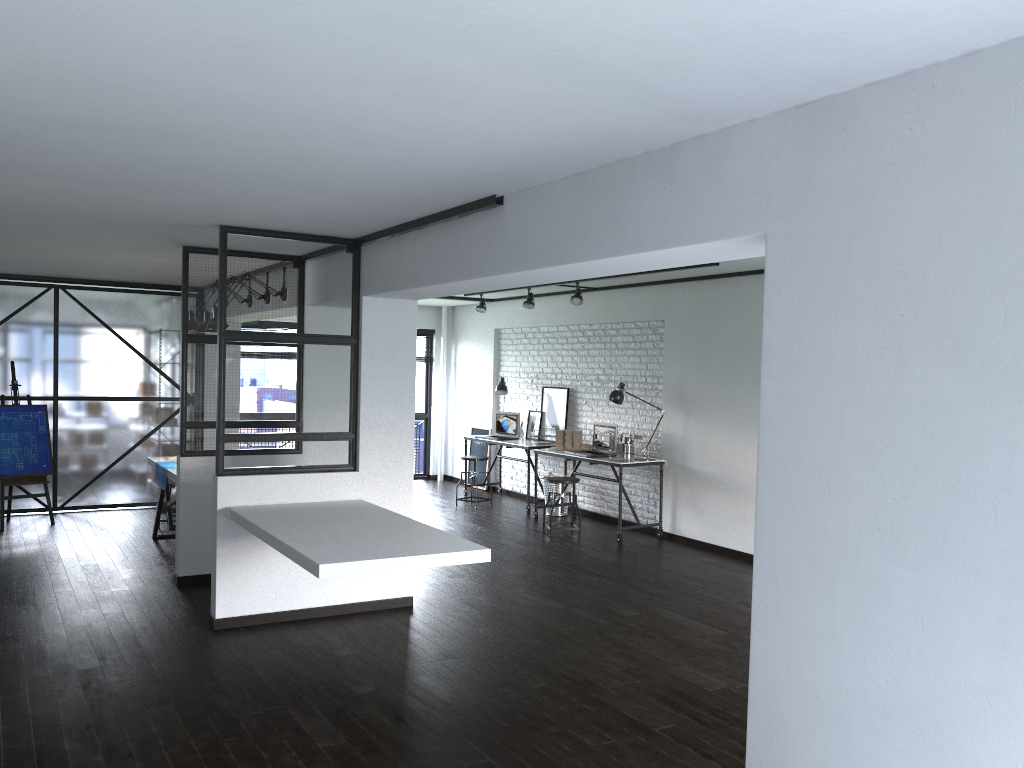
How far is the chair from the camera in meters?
8.2

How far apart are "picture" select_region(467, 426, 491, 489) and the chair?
2.9m

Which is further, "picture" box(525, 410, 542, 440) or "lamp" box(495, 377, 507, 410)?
"lamp" box(495, 377, 507, 410)

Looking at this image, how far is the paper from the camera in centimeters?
682cm

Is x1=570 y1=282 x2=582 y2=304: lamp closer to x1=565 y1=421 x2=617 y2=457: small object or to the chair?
x1=565 y1=421 x2=617 y2=457: small object

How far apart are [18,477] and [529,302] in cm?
505

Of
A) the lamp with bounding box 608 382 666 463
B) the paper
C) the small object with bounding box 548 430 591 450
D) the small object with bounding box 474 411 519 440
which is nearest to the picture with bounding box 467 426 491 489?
the small object with bounding box 474 411 519 440

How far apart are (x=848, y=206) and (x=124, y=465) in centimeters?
832cm

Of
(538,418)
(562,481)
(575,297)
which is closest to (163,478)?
(562,481)

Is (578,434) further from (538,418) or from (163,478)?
(163,478)
